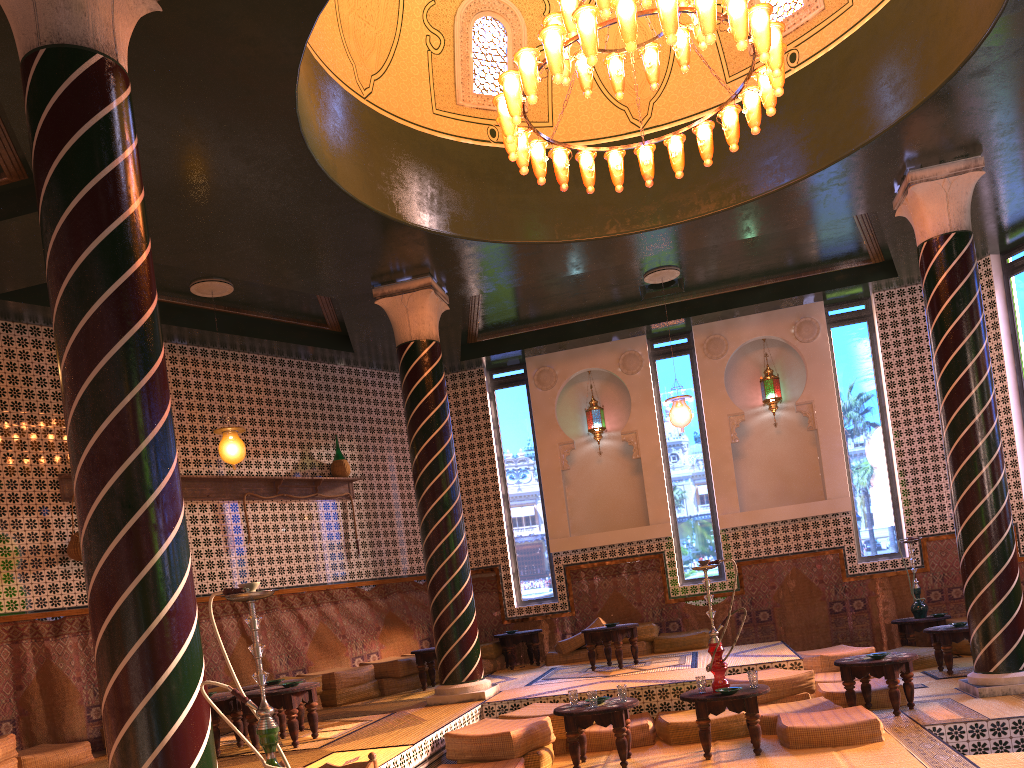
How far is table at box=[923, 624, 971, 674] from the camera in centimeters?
1068cm

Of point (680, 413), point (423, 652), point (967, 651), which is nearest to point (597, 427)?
point (680, 413)

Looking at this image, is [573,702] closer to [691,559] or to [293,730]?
[293,730]

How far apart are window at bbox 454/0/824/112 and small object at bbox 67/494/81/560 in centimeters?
692cm

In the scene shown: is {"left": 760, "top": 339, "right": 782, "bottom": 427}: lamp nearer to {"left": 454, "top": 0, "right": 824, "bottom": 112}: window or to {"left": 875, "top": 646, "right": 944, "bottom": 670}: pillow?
{"left": 875, "top": 646, "right": 944, "bottom": 670}: pillow

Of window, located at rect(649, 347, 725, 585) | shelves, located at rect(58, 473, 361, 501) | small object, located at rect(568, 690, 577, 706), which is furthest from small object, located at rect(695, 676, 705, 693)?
shelves, located at rect(58, 473, 361, 501)

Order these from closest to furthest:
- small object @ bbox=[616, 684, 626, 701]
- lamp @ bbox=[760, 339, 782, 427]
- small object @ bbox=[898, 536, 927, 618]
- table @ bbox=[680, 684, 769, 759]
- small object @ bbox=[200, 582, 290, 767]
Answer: small object @ bbox=[200, 582, 290, 767], table @ bbox=[680, 684, 769, 759], small object @ bbox=[616, 684, 626, 701], small object @ bbox=[898, 536, 927, 618], lamp @ bbox=[760, 339, 782, 427]

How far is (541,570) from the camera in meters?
14.9

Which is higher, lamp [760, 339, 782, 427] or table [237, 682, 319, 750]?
lamp [760, 339, 782, 427]

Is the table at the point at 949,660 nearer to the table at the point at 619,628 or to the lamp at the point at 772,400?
the table at the point at 619,628
